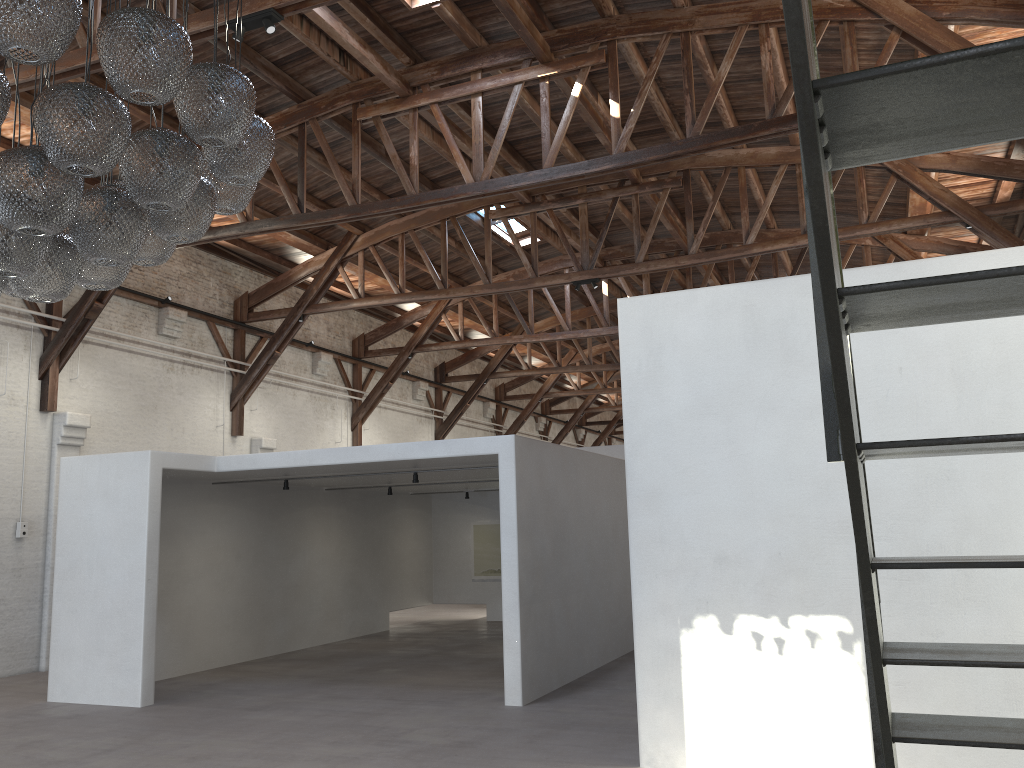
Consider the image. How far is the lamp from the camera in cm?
344

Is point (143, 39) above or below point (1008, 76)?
above

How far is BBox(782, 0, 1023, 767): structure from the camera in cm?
101

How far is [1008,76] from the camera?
1.01m

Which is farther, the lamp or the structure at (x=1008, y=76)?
the lamp

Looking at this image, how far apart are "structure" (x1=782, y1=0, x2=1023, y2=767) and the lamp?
2.6m

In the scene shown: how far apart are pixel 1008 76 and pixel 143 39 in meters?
3.3 m

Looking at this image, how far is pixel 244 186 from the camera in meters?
4.8

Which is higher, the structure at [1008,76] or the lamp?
the lamp

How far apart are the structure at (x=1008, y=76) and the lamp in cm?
257
